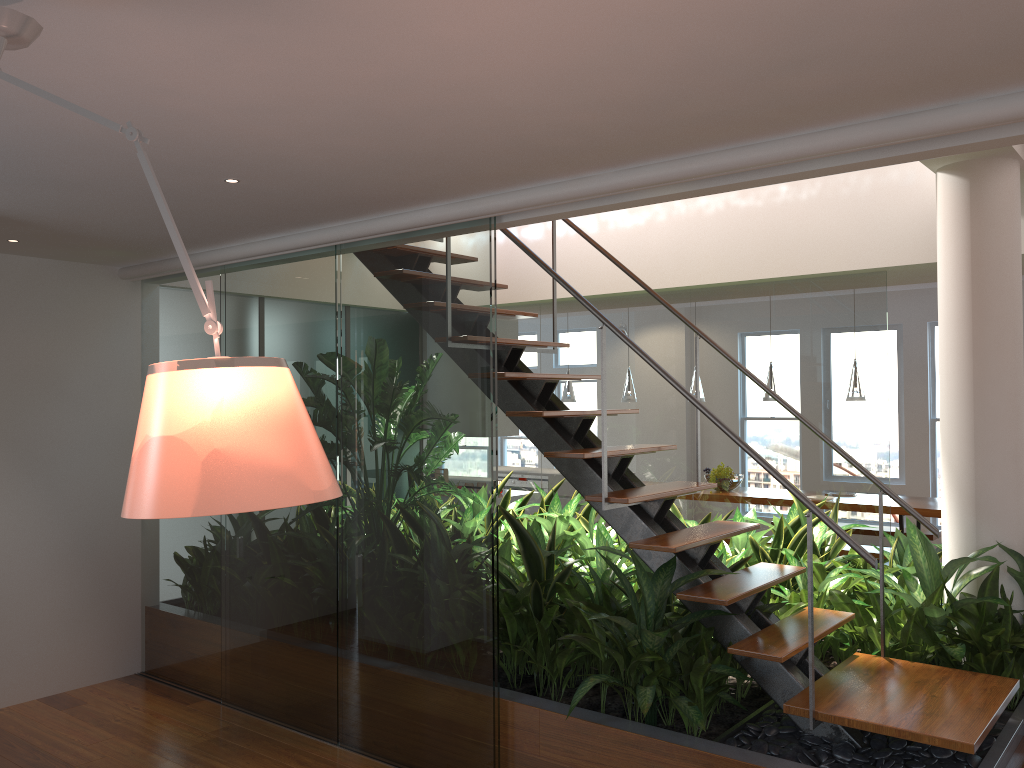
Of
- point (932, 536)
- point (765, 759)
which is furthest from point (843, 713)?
point (932, 536)

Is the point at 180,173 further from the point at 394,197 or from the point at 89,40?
the point at 89,40

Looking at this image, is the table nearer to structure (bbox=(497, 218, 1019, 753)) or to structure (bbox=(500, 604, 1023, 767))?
structure (bbox=(500, 604, 1023, 767))

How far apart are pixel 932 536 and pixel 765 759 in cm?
540

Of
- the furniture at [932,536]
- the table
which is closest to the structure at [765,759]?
the table

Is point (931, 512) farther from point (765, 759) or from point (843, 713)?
point (765, 759)

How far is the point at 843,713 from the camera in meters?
2.9

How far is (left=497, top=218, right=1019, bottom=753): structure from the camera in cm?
289

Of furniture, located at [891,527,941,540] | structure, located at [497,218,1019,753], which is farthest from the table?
structure, located at [497,218,1019,753]

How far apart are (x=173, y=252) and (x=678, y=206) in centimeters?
300cm
